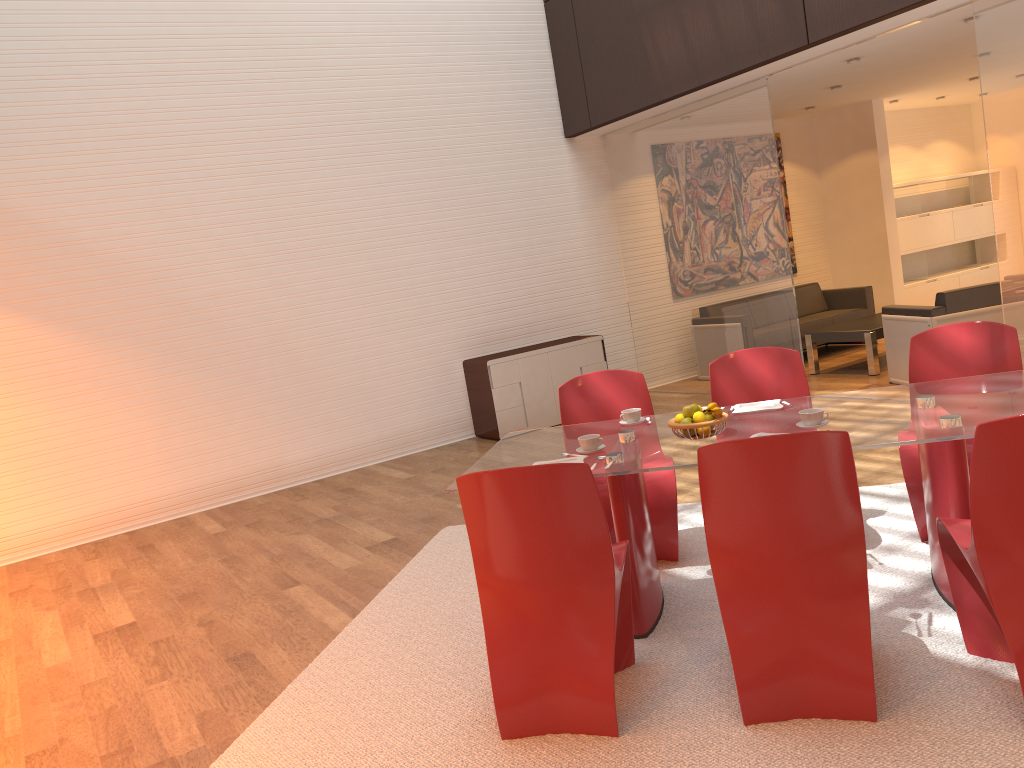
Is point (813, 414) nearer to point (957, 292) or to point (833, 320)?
point (957, 292)

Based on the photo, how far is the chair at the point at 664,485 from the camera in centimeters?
410cm

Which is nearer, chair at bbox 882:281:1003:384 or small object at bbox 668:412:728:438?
small object at bbox 668:412:728:438

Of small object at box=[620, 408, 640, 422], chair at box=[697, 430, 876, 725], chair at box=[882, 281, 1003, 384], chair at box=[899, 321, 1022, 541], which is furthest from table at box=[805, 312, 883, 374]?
chair at box=[697, 430, 876, 725]

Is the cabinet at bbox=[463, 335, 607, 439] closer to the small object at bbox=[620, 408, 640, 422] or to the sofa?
the sofa

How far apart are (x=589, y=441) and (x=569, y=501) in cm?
75

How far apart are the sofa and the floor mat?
4.7m

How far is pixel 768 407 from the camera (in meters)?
3.79

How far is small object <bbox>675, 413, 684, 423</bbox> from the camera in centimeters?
347cm

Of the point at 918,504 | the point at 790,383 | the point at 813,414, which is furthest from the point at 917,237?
the point at 813,414
